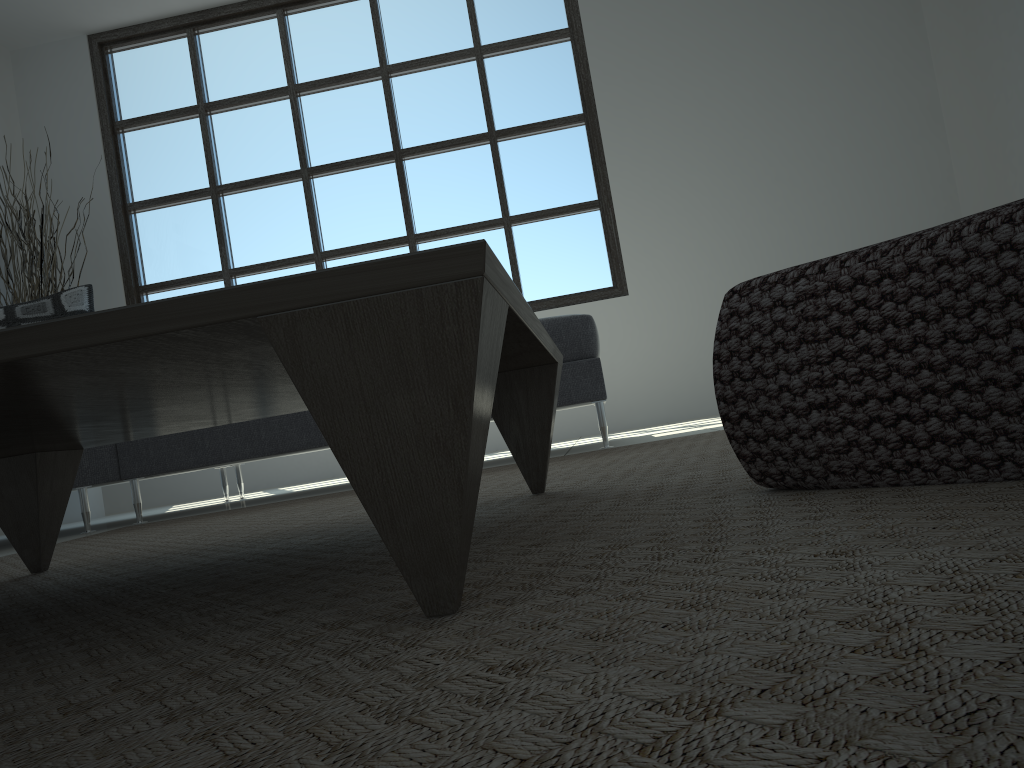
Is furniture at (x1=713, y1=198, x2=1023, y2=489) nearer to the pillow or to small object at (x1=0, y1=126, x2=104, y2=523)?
the pillow

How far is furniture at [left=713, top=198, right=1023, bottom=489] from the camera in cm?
73

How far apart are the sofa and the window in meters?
1.9 m

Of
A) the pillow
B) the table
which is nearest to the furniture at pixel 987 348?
the table

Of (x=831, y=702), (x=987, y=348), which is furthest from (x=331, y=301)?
(x=987, y=348)

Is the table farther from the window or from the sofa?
the window

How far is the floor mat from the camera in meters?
0.3

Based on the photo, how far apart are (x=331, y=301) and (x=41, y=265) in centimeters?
500cm

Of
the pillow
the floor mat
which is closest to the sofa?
the floor mat

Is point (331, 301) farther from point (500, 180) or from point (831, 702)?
point (500, 180)
